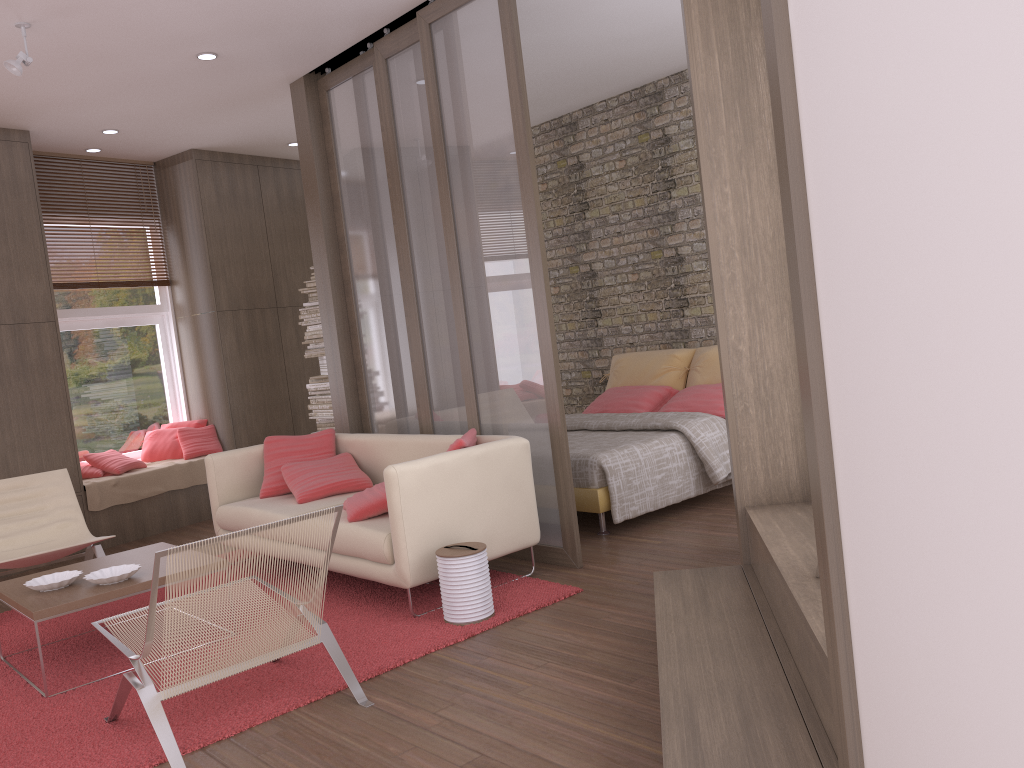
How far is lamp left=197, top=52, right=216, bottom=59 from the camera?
5.51m

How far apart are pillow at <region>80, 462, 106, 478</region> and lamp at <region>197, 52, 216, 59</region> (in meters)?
3.49

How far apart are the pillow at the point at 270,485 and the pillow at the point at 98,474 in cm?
209

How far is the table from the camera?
→ 3.77m

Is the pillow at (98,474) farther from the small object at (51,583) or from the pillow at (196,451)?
the small object at (51,583)

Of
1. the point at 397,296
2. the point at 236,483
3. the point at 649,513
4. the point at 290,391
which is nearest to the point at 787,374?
the point at 649,513

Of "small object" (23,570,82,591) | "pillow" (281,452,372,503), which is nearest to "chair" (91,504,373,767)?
"small object" (23,570,82,591)

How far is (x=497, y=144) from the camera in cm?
482

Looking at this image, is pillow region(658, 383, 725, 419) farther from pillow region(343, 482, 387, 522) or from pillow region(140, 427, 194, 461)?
pillow region(140, 427, 194, 461)

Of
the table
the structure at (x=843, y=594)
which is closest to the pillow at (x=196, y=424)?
the table
